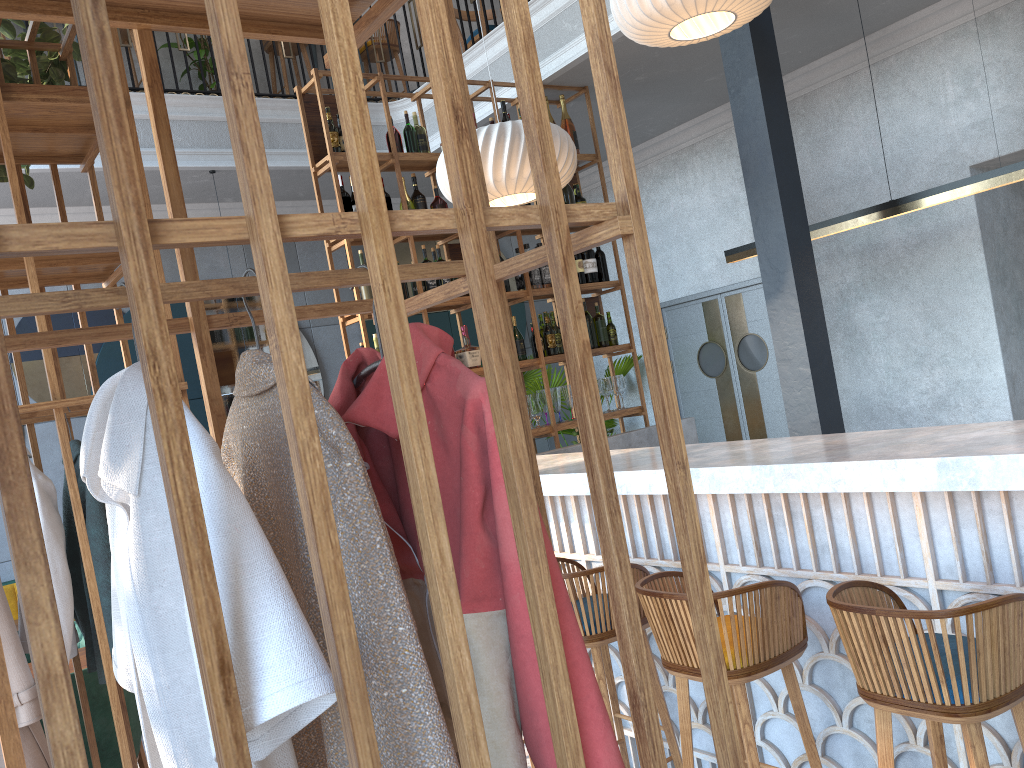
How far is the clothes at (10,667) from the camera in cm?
247

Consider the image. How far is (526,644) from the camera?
1.0 meters

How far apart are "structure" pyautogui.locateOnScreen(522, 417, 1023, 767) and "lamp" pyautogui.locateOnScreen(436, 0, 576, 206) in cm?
142

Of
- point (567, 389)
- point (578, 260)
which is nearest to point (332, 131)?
point (578, 260)

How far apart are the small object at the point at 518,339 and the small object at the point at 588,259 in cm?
67

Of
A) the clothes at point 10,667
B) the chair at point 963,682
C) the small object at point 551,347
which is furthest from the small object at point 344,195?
the chair at point 963,682

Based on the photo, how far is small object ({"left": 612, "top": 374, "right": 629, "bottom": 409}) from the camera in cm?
589

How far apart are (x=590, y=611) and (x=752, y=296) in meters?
4.9

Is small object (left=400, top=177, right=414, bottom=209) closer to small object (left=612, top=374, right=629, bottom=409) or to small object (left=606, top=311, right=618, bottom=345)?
small object (left=606, top=311, right=618, bottom=345)

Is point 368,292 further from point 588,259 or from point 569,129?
point 569,129
